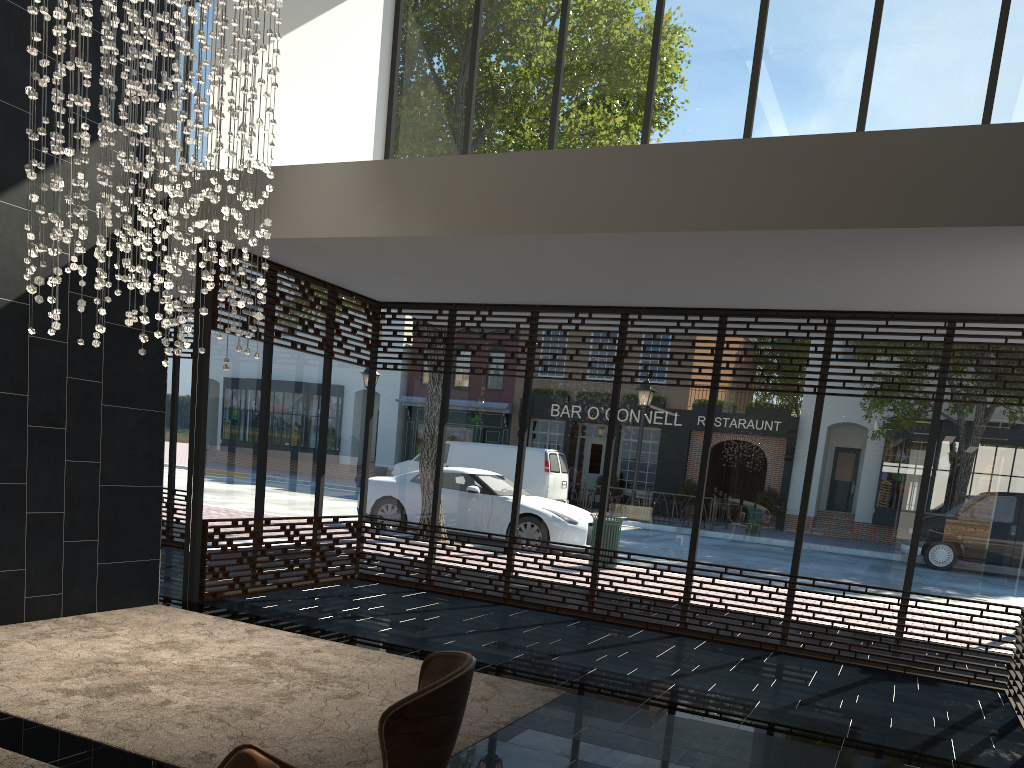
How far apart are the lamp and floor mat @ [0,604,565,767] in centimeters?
164cm

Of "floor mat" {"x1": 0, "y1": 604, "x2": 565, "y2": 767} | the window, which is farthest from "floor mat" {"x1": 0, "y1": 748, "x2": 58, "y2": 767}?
the window

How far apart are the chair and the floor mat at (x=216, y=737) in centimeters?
136cm

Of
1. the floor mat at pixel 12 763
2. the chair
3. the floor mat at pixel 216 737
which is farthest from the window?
the chair

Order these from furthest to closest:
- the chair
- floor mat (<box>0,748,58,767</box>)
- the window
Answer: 1. the window
2. floor mat (<box>0,748,58,767</box>)
3. the chair

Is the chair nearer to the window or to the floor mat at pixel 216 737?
the floor mat at pixel 216 737

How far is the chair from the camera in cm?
166

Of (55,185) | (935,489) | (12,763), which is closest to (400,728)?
(12,763)

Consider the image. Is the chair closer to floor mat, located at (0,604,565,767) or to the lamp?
floor mat, located at (0,604,565,767)

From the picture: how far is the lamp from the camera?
4.54m
